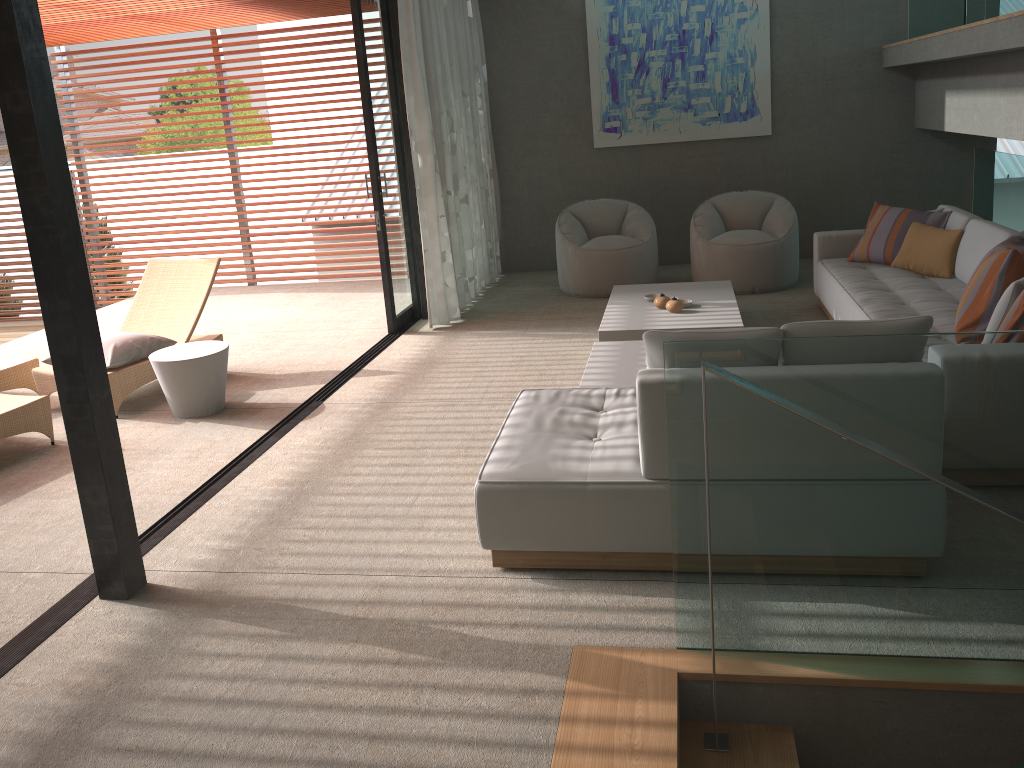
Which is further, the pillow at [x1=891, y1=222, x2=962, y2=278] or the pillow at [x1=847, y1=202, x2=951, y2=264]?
the pillow at [x1=847, y1=202, x2=951, y2=264]

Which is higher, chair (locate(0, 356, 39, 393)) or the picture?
the picture

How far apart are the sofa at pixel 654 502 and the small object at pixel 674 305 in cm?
208

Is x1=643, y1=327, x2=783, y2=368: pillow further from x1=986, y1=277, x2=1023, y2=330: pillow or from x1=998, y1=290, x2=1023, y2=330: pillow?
x1=986, y1=277, x2=1023, y2=330: pillow

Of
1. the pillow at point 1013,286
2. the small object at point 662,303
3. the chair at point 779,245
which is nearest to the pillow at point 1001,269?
the pillow at point 1013,286

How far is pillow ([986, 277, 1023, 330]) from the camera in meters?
3.8

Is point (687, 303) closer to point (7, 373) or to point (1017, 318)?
point (1017, 318)

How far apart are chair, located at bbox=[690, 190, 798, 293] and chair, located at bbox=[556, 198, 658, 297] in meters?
0.3

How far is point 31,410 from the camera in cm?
503

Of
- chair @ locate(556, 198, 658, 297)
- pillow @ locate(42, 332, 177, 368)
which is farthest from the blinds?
pillow @ locate(42, 332, 177, 368)
